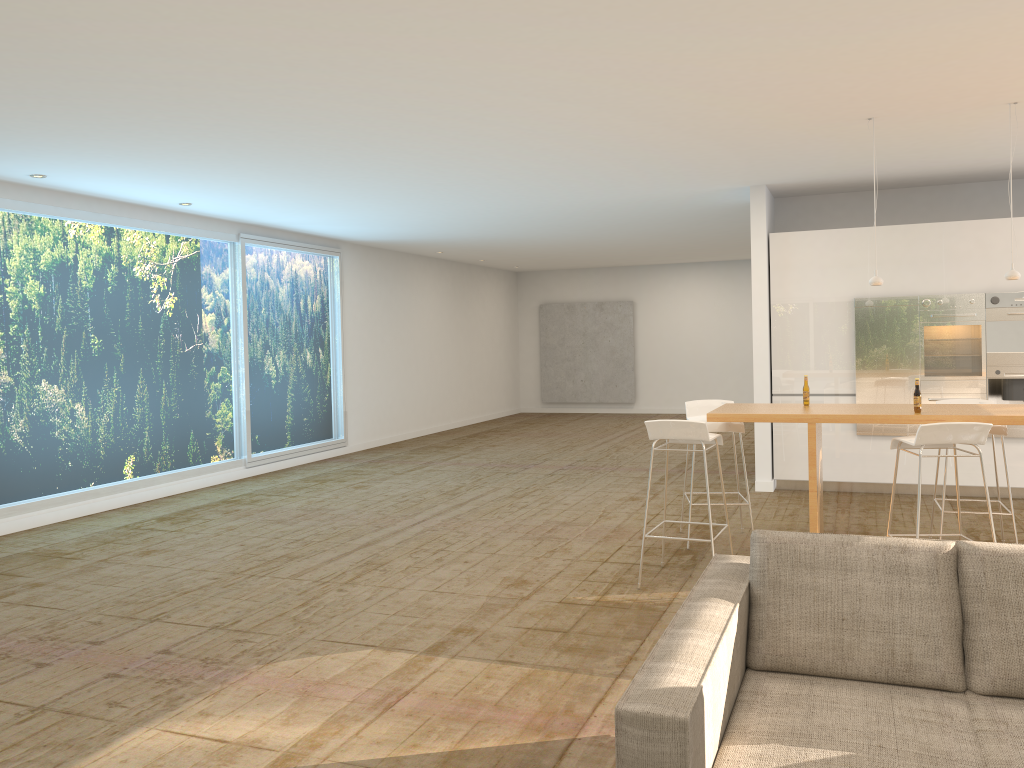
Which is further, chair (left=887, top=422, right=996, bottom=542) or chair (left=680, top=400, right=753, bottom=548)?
chair (left=680, top=400, right=753, bottom=548)

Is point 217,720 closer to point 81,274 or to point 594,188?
point 81,274

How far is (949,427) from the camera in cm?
480

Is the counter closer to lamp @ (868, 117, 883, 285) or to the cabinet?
lamp @ (868, 117, 883, 285)

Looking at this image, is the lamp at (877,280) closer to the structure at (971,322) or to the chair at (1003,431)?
the chair at (1003,431)

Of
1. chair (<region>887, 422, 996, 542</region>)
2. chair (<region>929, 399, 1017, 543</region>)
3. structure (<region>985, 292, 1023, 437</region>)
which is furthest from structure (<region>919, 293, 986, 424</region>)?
chair (<region>887, 422, 996, 542</region>)

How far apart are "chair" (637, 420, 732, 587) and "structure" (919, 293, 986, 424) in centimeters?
352cm

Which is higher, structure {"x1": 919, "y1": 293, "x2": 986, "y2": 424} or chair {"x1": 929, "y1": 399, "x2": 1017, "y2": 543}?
structure {"x1": 919, "y1": 293, "x2": 986, "y2": 424}

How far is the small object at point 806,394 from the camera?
6.05m

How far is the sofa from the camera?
2.3 meters
